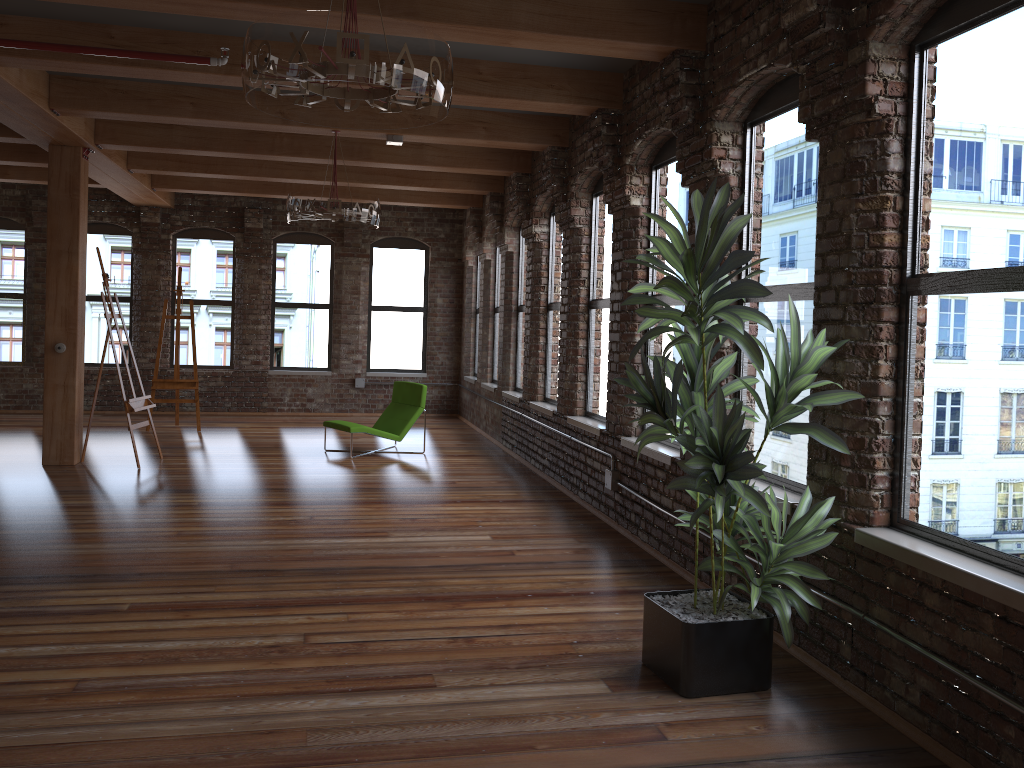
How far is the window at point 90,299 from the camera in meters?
13.2 m

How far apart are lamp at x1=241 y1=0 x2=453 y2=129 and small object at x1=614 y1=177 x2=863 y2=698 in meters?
0.9

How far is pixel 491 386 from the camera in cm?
1157

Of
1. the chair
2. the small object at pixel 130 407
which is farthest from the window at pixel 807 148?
the small object at pixel 130 407

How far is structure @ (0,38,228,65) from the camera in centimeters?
509cm

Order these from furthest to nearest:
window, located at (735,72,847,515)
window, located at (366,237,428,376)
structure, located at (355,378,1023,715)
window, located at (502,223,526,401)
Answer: window, located at (366,237,428,376) < window, located at (502,223,526,401) < window, located at (735,72,847,515) < structure, located at (355,378,1023,715)

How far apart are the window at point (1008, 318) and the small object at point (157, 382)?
9.60m

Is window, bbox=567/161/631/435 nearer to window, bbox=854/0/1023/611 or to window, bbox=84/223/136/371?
window, bbox=854/0/1023/611

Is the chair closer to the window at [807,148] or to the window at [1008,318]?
the window at [807,148]

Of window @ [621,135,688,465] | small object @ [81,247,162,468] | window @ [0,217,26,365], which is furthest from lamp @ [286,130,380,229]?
window @ [0,217,26,365]
